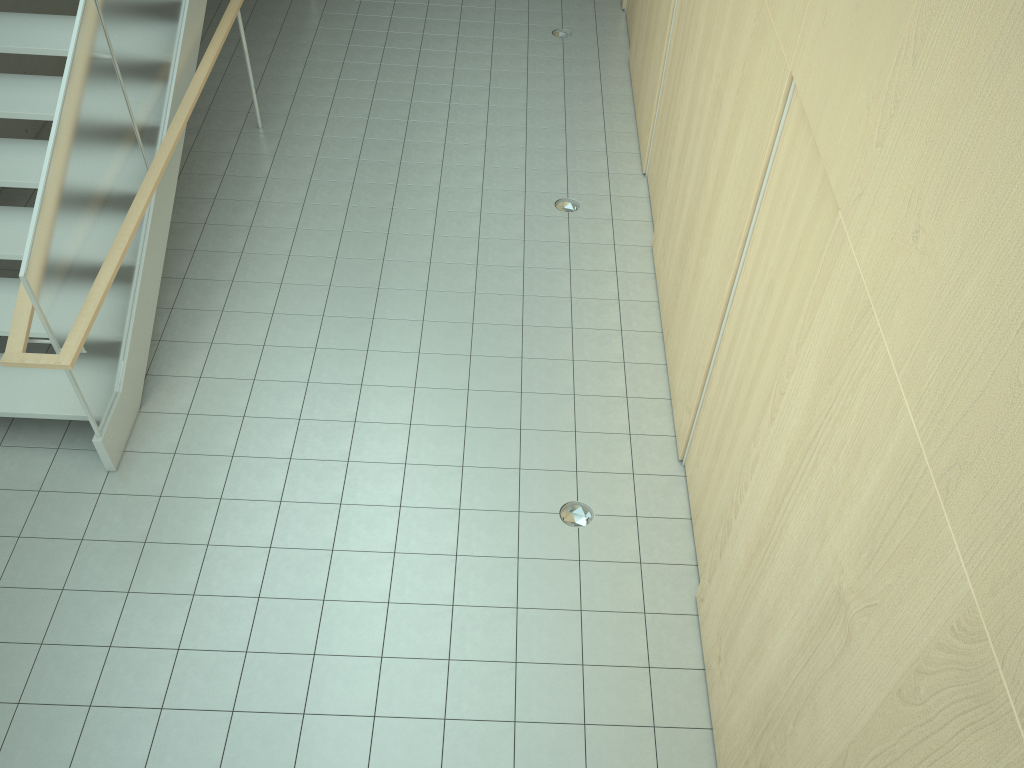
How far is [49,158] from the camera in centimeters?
424cm

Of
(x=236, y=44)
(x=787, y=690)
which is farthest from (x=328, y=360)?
(x=236, y=44)

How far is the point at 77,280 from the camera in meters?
4.5 m

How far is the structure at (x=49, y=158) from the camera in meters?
4.2 m

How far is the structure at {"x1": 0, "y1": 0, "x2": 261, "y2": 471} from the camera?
4.2 meters
